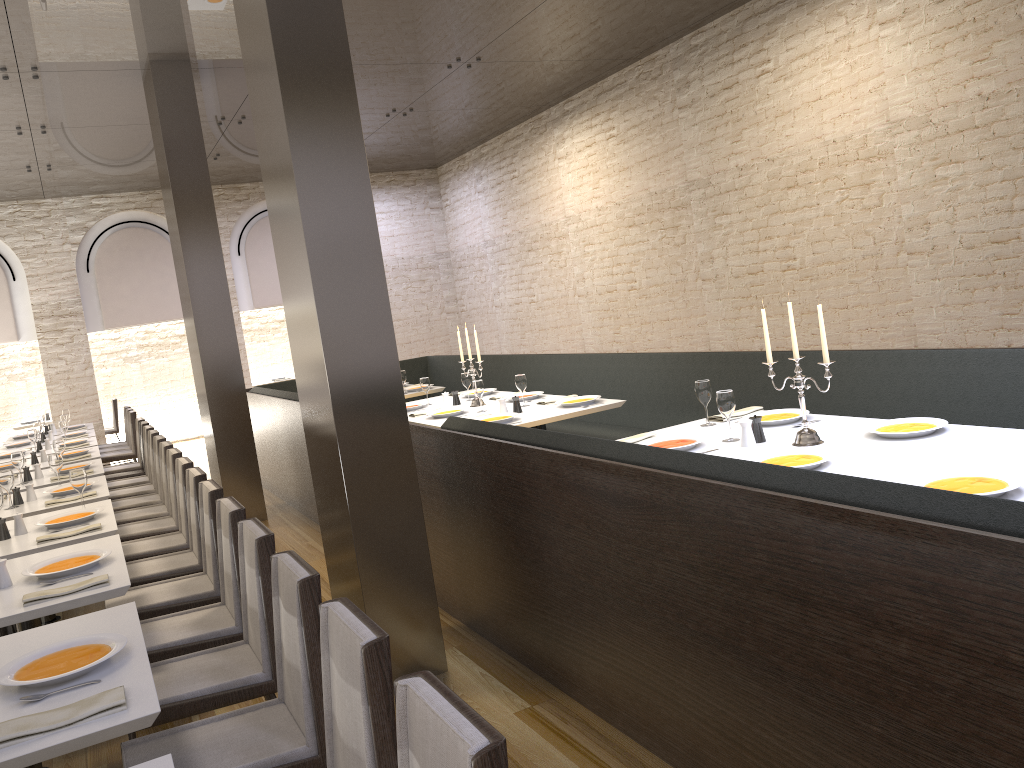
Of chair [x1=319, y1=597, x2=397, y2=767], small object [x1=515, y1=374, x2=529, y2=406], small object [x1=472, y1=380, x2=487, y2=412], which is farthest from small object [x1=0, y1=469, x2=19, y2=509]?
chair [x1=319, y1=597, x2=397, y2=767]

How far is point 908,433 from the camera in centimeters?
355cm

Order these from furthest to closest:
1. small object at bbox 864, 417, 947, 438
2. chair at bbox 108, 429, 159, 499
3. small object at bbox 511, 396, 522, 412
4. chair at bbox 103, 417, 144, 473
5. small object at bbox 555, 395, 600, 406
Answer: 1. chair at bbox 103, 417, 144, 473
2. chair at bbox 108, 429, 159, 499
3. small object at bbox 511, 396, 522, 412
4. small object at bbox 555, 395, 600, 406
5. small object at bbox 864, 417, 947, 438

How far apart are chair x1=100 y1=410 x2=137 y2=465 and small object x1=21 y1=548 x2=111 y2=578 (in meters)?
6.67

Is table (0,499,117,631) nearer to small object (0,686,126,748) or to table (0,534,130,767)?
table (0,534,130,767)

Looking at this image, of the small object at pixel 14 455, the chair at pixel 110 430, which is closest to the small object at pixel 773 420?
the small object at pixel 14 455

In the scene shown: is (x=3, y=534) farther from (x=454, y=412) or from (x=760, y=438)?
(x=760, y=438)

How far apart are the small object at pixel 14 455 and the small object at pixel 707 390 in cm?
478

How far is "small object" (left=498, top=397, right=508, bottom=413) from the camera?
6.1m

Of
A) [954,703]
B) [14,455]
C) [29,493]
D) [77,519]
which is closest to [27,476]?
[14,455]
